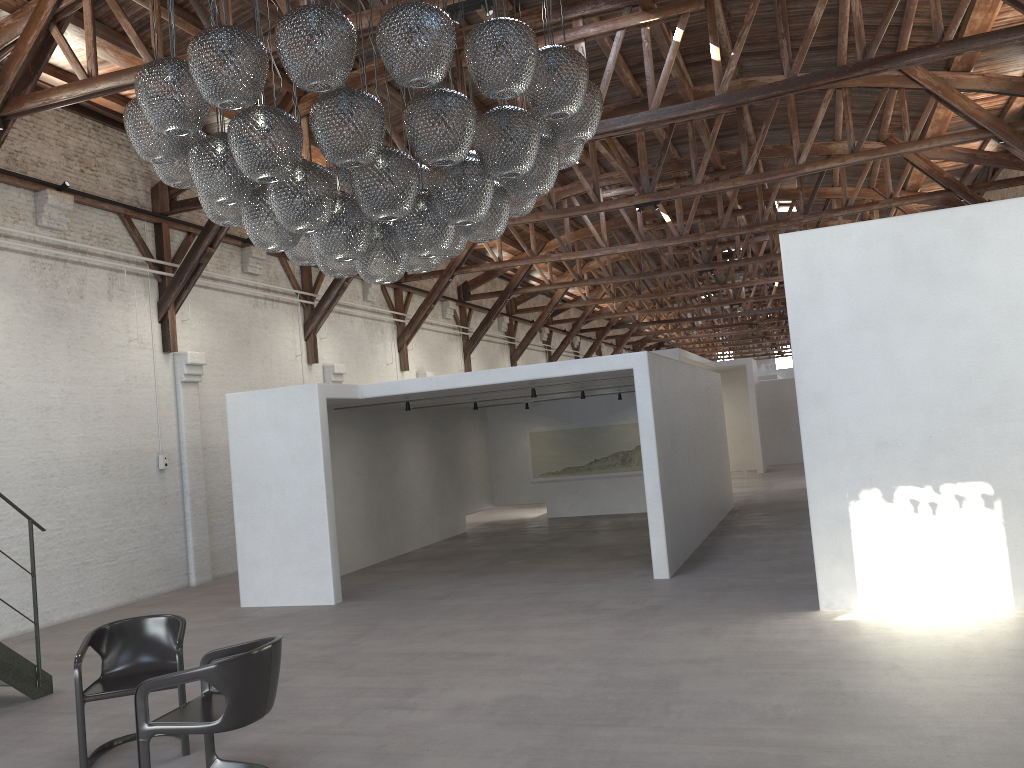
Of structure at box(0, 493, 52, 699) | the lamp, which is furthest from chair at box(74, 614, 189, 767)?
the lamp

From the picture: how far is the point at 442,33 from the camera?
3.9 meters

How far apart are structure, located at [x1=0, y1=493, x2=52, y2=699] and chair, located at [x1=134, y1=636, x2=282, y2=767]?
2.72m

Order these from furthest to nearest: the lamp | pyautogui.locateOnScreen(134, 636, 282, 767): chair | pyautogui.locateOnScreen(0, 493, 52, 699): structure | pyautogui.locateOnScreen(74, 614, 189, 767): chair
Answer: pyautogui.locateOnScreen(0, 493, 52, 699): structure
pyautogui.locateOnScreen(74, 614, 189, 767): chair
pyautogui.locateOnScreen(134, 636, 282, 767): chair
the lamp

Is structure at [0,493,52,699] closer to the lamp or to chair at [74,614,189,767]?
chair at [74,614,189,767]

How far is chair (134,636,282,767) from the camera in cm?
440

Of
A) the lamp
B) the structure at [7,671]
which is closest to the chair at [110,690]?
the structure at [7,671]

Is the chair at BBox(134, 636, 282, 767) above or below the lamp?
below

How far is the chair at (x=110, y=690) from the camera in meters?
5.2

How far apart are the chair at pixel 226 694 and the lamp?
2.02m
